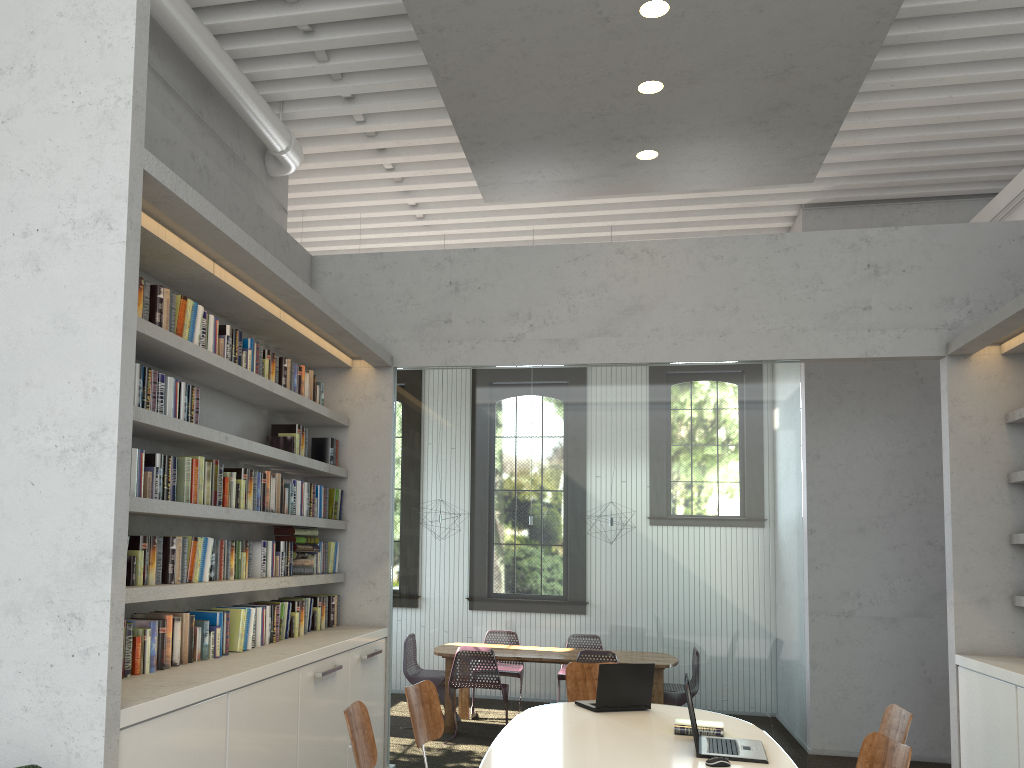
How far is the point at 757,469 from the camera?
5.90m

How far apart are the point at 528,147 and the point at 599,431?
2.0 meters
